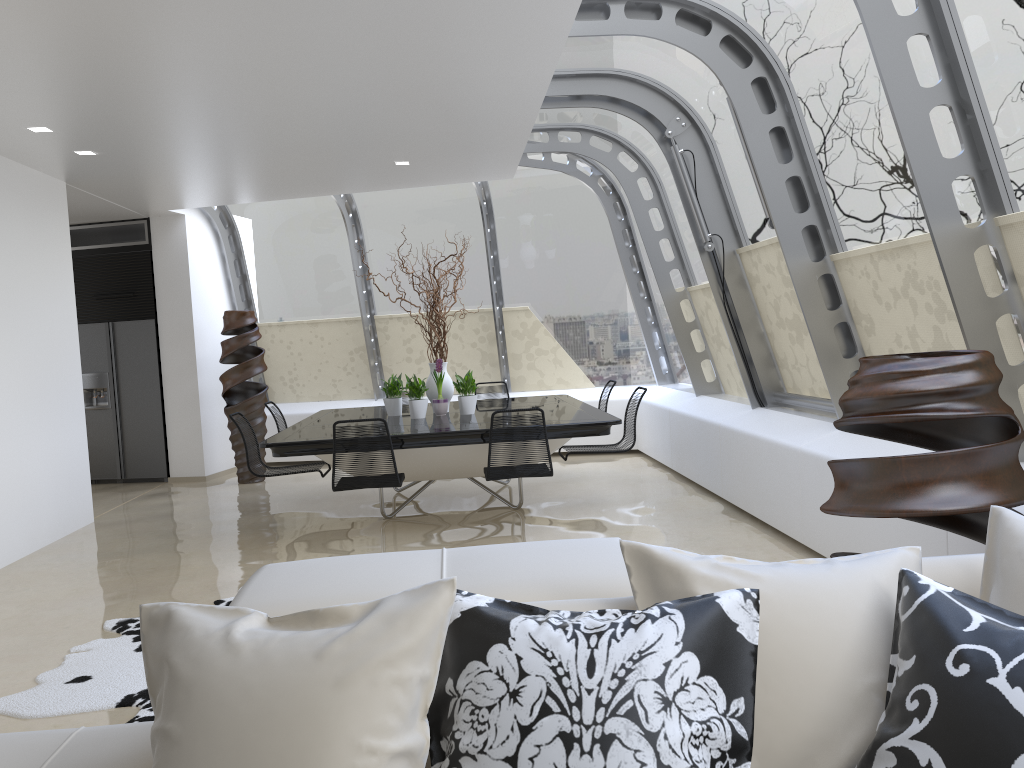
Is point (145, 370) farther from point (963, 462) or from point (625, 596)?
point (625, 596)

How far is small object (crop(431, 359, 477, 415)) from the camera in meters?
7.3 m

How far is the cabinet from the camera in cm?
968

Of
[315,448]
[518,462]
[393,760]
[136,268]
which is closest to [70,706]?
[315,448]

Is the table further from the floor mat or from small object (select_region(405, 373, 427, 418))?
the floor mat

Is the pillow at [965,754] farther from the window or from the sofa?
the window

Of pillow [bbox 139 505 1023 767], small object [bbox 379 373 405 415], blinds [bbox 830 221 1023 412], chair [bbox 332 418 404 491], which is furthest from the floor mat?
blinds [bbox 830 221 1023 412]

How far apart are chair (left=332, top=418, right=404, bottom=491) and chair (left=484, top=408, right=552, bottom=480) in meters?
0.6

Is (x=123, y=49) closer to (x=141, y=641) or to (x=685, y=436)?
(x=141, y=641)

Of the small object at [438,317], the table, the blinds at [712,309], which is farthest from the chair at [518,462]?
the blinds at [712,309]
